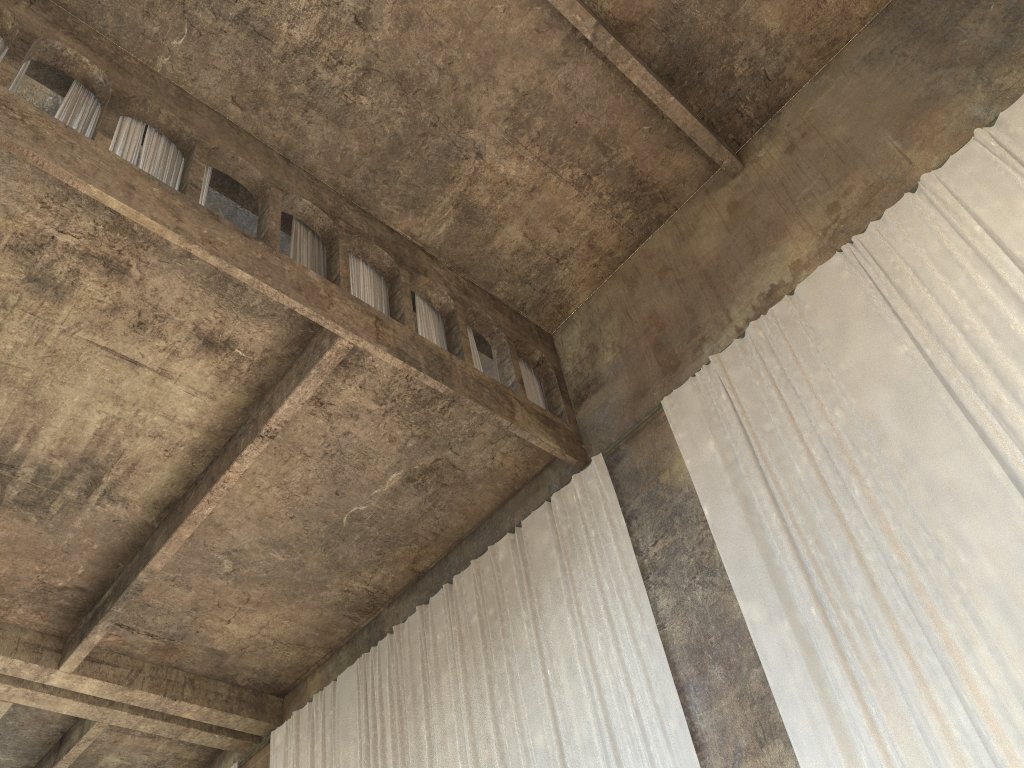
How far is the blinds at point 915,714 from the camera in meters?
6.5 m

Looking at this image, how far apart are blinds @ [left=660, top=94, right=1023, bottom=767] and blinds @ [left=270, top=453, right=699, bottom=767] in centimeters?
99cm

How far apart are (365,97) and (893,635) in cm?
801

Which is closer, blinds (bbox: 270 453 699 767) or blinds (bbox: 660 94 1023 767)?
blinds (bbox: 660 94 1023 767)

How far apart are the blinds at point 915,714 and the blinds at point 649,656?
1.0m

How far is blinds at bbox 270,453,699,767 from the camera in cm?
865

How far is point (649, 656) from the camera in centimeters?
865cm

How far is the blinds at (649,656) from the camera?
8.7 meters

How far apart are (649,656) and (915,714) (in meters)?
2.71

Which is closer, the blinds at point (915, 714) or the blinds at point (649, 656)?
the blinds at point (915, 714)
